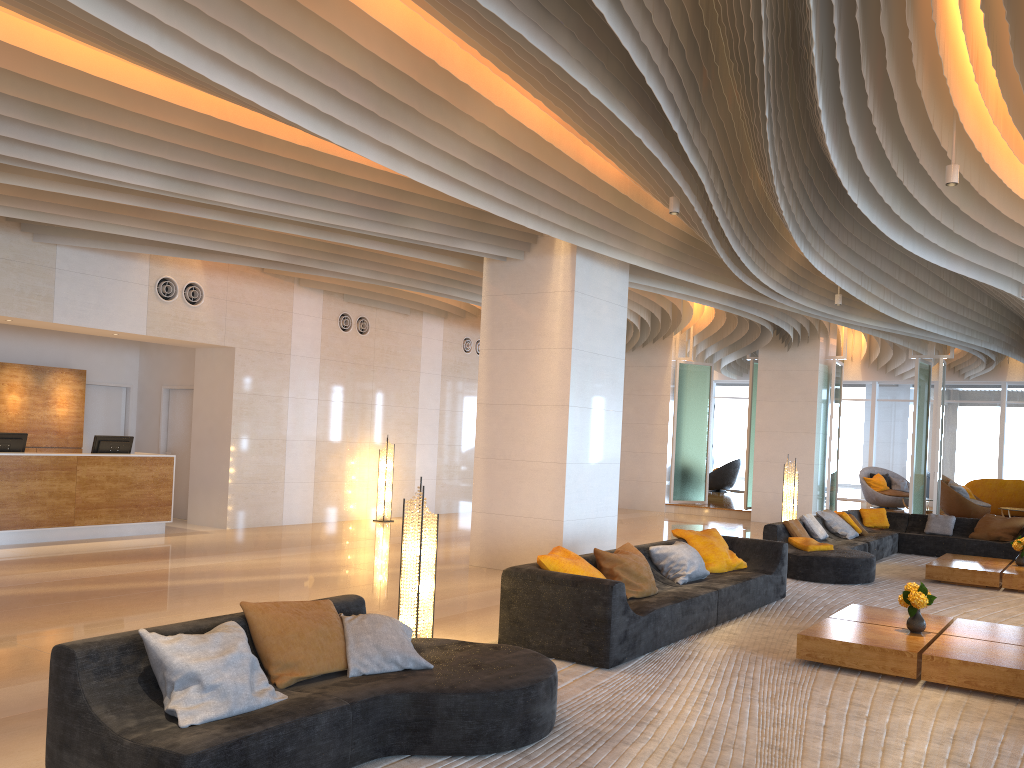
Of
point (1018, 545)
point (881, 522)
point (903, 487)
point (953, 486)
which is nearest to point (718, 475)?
point (903, 487)

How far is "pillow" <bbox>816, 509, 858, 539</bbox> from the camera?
12.4m

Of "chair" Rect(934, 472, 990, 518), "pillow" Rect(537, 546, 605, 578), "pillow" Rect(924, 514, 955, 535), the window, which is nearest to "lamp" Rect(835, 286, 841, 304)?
"pillow" Rect(924, 514, 955, 535)

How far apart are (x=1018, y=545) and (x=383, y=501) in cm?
932

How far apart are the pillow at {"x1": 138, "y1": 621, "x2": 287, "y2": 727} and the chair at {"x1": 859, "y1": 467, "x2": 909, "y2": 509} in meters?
19.6 m

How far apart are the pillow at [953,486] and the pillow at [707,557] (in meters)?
11.73

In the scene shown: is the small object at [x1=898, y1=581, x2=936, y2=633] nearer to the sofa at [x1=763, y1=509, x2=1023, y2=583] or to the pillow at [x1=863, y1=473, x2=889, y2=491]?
the sofa at [x1=763, y1=509, x2=1023, y2=583]

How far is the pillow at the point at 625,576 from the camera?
6.9 meters

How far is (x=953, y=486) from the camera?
18.48m

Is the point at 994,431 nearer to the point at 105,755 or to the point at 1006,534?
the point at 1006,534
